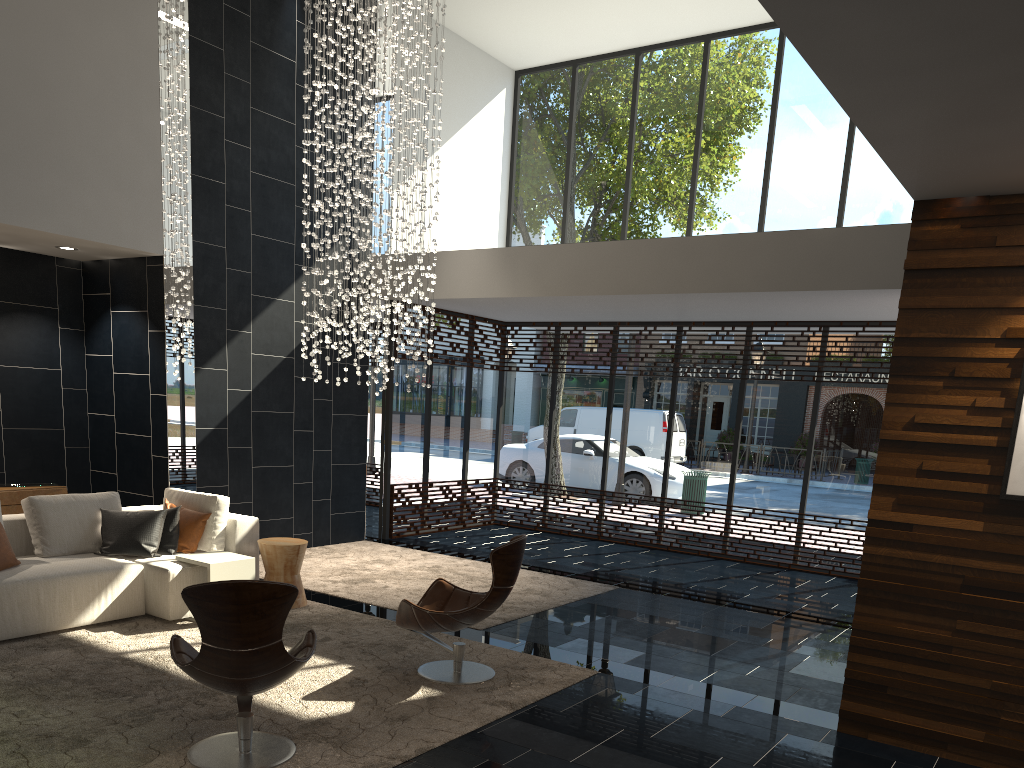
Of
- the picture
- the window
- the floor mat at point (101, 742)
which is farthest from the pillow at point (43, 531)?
the picture

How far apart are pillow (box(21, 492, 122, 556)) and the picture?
5.9 meters

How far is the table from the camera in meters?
6.1 m

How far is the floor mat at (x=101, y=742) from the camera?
3.9 meters

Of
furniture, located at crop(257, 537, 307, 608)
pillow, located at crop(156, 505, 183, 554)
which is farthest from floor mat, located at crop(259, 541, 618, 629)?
pillow, located at crop(156, 505, 183, 554)

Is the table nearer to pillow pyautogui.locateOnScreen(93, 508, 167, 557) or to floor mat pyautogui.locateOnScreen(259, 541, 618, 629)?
pillow pyautogui.locateOnScreen(93, 508, 167, 557)

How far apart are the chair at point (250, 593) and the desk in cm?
426

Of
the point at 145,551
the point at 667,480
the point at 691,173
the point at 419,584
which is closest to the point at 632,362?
the point at 667,480

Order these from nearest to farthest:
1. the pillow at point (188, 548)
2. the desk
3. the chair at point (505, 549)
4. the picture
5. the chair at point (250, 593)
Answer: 1. the chair at point (250, 593)
2. the picture
3. the chair at point (505, 549)
4. the pillow at point (188, 548)
5. the desk

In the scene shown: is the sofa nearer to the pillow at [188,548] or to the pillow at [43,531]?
the pillow at [43,531]
